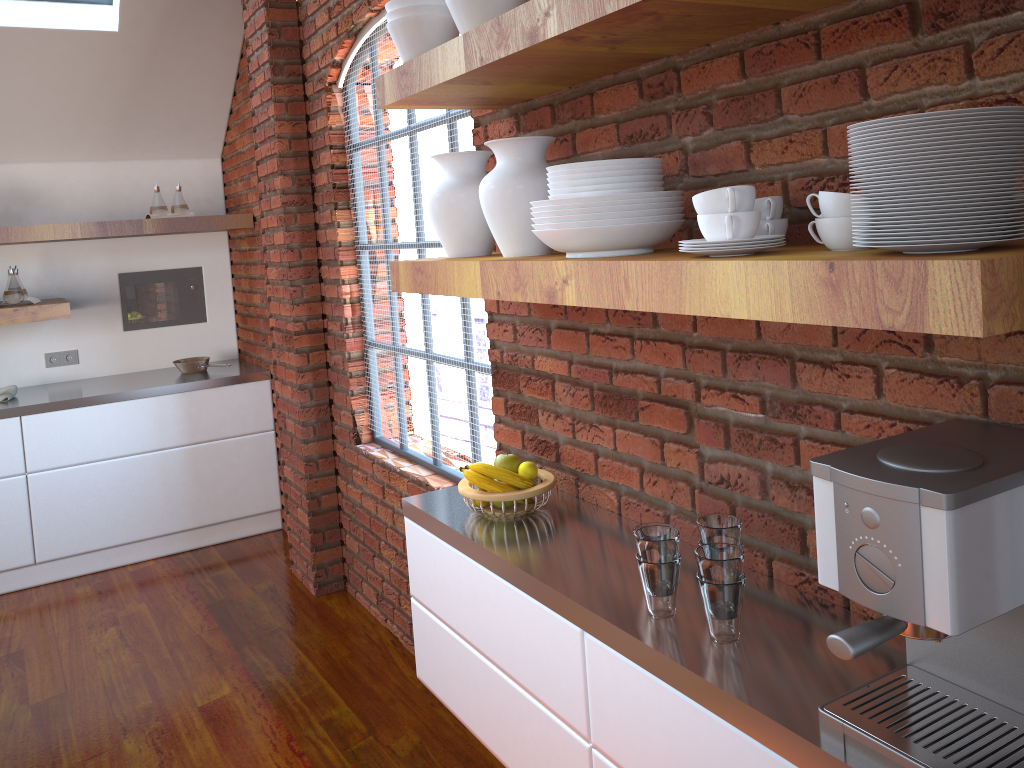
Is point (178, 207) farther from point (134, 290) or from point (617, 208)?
point (617, 208)

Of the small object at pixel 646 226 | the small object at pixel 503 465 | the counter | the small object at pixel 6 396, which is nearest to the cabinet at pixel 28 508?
the counter

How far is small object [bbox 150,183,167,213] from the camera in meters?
4.6 m

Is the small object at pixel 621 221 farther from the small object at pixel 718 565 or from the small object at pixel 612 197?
the small object at pixel 718 565

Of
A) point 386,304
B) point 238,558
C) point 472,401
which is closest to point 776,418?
point 472,401

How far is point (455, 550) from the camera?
2.1 meters

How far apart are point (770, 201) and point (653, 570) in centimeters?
64cm

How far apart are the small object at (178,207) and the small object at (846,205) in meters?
4.1 m

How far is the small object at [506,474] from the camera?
2.08m

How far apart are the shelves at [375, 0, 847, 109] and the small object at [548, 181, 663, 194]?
0.2 meters
